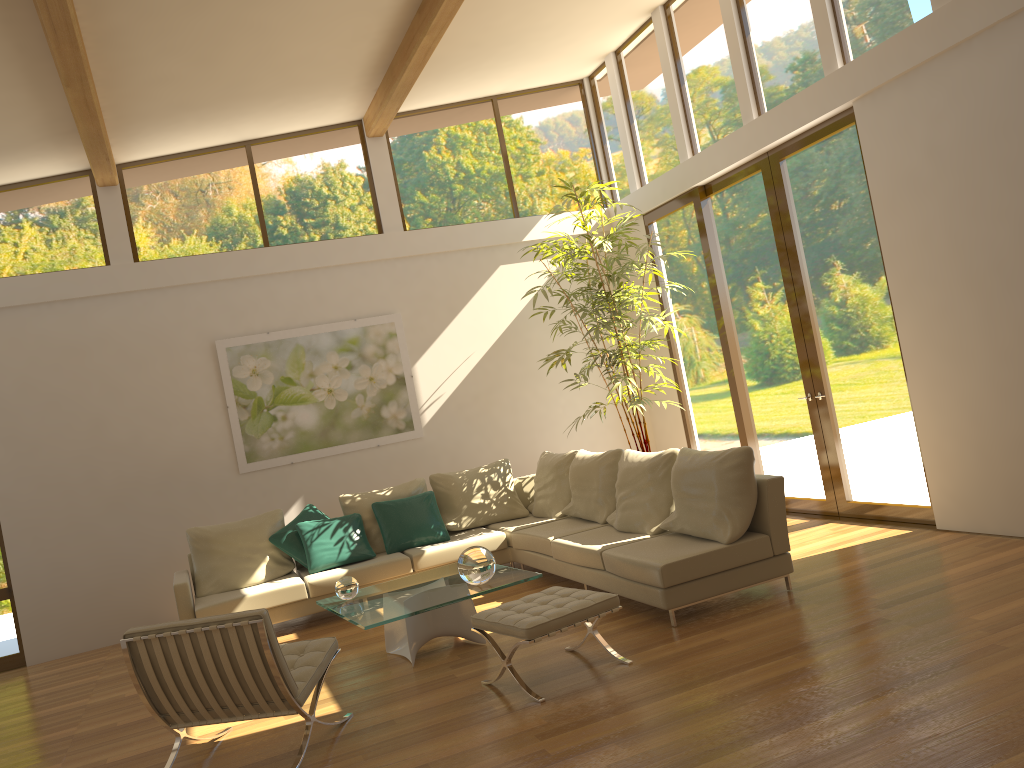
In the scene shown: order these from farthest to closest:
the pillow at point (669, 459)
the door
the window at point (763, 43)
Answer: the window at point (763, 43), the door, the pillow at point (669, 459)

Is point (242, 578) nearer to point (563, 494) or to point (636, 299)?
point (563, 494)

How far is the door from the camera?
6.66m

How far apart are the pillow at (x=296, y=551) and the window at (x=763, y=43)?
2.7m

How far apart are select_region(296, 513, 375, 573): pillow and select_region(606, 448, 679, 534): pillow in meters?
2.1 m

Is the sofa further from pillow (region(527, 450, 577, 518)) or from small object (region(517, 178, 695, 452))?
small object (region(517, 178, 695, 452))

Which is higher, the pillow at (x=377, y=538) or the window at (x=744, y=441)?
the window at (x=744, y=441)

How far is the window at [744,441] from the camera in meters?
8.3 m

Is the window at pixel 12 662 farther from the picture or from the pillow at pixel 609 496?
the pillow at pixel 609 496

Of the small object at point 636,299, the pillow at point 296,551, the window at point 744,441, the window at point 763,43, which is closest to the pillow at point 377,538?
the pillow at point 296,551
